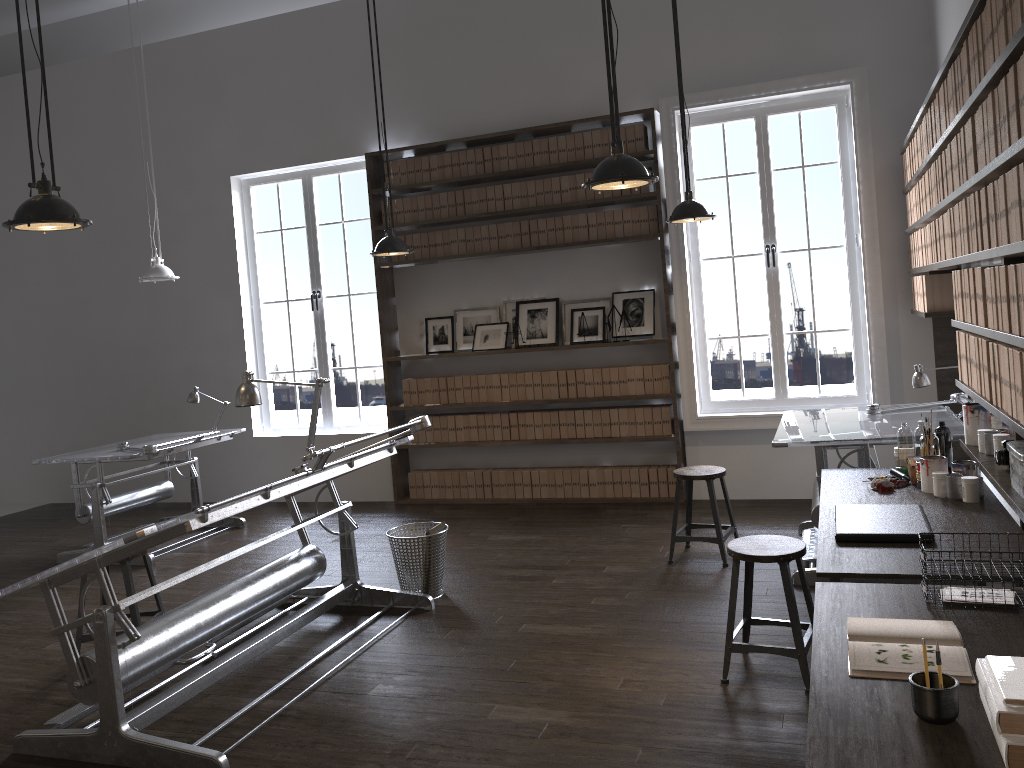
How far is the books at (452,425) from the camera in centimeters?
747cm

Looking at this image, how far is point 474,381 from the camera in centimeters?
737cm

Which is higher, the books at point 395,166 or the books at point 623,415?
the books at point 395,166

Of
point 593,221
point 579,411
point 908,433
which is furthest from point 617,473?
point 908,433

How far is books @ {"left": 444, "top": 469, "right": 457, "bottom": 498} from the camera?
7.5m

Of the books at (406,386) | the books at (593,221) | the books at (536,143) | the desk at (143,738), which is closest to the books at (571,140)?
the books at (536,143)

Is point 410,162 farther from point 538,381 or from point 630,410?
point 630,410

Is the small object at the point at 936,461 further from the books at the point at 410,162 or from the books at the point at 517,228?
the books at the point at 410,162

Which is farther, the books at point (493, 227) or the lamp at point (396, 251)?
the books at point (493, 227)

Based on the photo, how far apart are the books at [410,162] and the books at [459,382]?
1.7 meters
